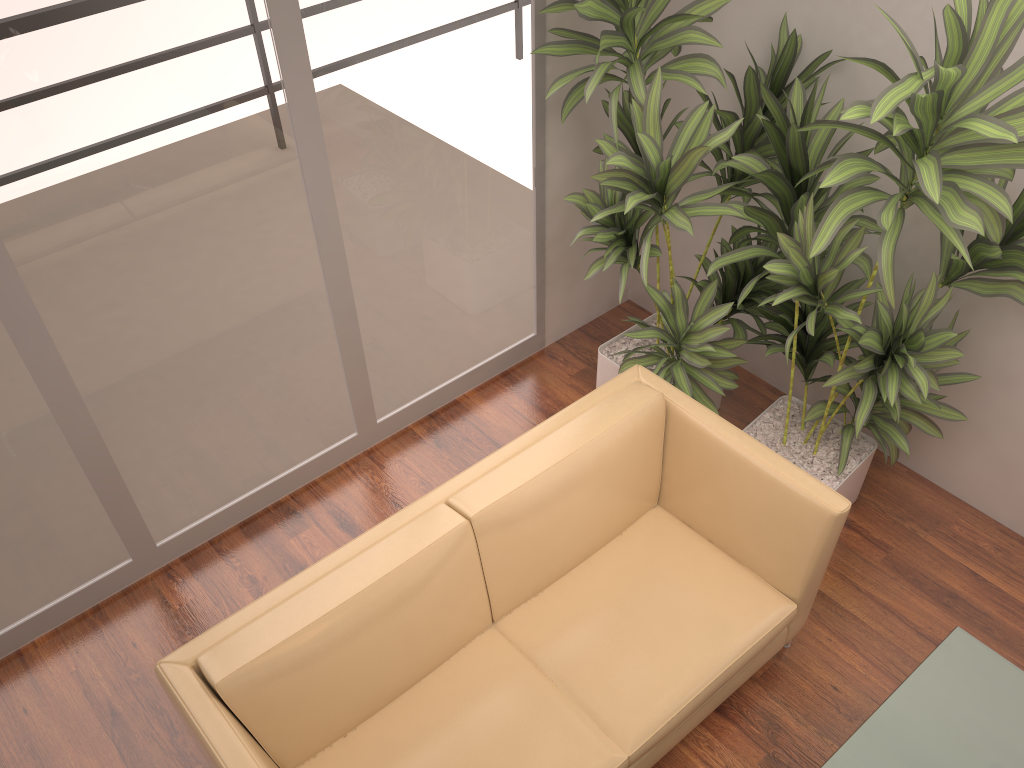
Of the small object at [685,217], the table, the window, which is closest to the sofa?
the small object at [685,217]

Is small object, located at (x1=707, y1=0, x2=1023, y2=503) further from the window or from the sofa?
the window

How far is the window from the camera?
2.5m

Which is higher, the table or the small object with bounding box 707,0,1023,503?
the small object with bounding box 707,0,1023,503

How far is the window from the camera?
2.49m

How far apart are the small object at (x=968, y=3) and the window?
0.9m

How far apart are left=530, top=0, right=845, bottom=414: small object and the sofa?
0.3 meters

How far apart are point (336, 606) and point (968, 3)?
2.2 meters

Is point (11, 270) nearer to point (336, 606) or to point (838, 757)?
point (336, 606)

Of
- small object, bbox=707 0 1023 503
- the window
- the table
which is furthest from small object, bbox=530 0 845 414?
the table
